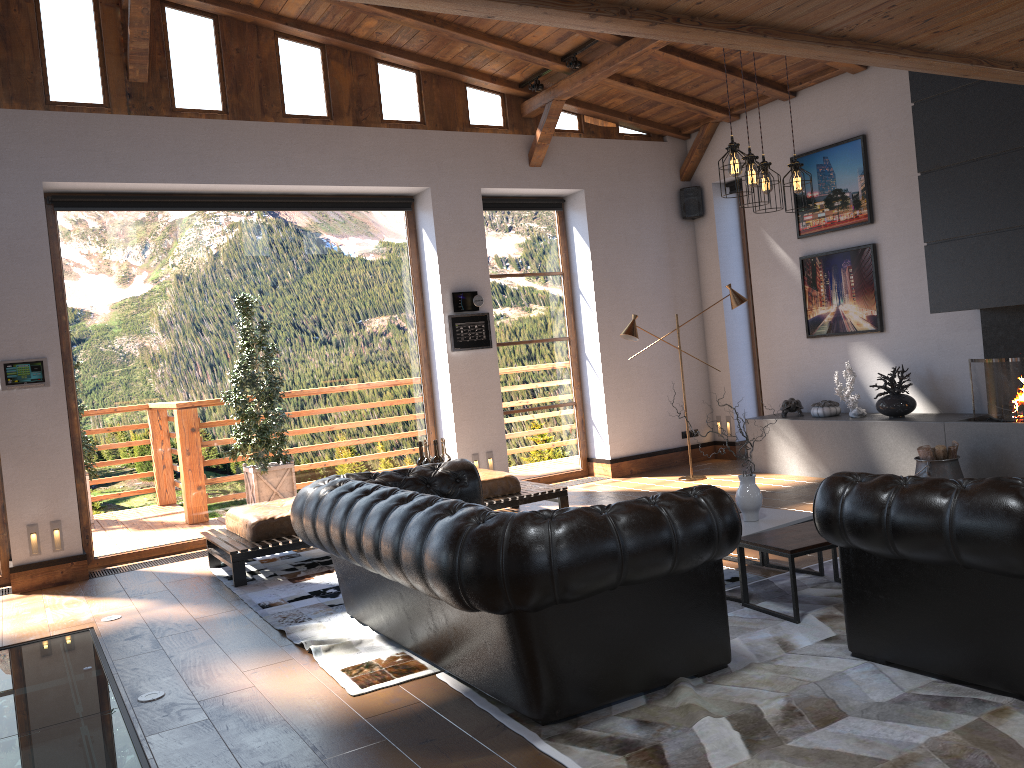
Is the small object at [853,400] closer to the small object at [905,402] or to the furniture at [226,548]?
the small object at [905,402]

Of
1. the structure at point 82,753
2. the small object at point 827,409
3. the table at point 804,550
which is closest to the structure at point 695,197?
the small object at point 827,409

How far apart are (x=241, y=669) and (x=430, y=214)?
5.2m

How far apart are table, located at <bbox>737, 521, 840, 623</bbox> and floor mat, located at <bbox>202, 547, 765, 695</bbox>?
0.4m

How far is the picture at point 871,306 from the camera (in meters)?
8.10

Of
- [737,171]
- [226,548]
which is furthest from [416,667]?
[737,171]

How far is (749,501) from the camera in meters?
4.8 m

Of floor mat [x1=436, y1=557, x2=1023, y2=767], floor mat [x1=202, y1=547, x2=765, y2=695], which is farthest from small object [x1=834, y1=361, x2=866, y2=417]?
floor mat [x1=202, y1=547, x2=765, y2=695]

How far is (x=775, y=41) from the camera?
3.8 meters

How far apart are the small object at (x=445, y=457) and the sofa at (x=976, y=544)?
2.91m
